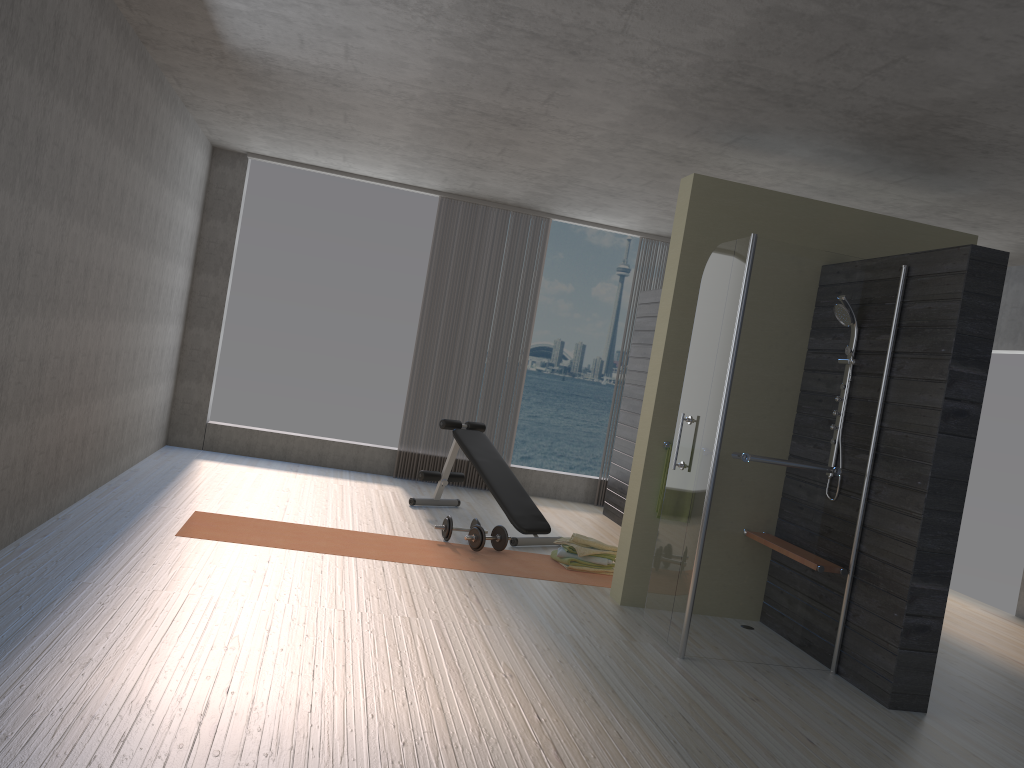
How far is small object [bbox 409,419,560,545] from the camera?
6.4 meters

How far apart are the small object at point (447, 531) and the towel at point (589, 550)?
0.64m

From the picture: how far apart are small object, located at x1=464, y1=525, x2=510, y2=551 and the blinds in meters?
2.6 m

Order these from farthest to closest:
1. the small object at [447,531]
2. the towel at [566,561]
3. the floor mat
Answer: the small object at [447,531] < the towel at [566,561] < the floor mat

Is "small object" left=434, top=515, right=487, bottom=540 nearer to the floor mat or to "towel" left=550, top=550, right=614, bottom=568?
the floor mat

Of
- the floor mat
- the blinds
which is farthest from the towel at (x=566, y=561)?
the blinds

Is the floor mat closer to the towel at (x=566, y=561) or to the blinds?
the towel at (x=566, y=561)

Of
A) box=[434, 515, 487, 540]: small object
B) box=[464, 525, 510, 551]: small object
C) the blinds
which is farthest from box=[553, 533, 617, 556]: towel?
the blinds

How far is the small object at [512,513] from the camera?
6.4m

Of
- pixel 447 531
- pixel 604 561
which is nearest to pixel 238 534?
pixel 447 531
